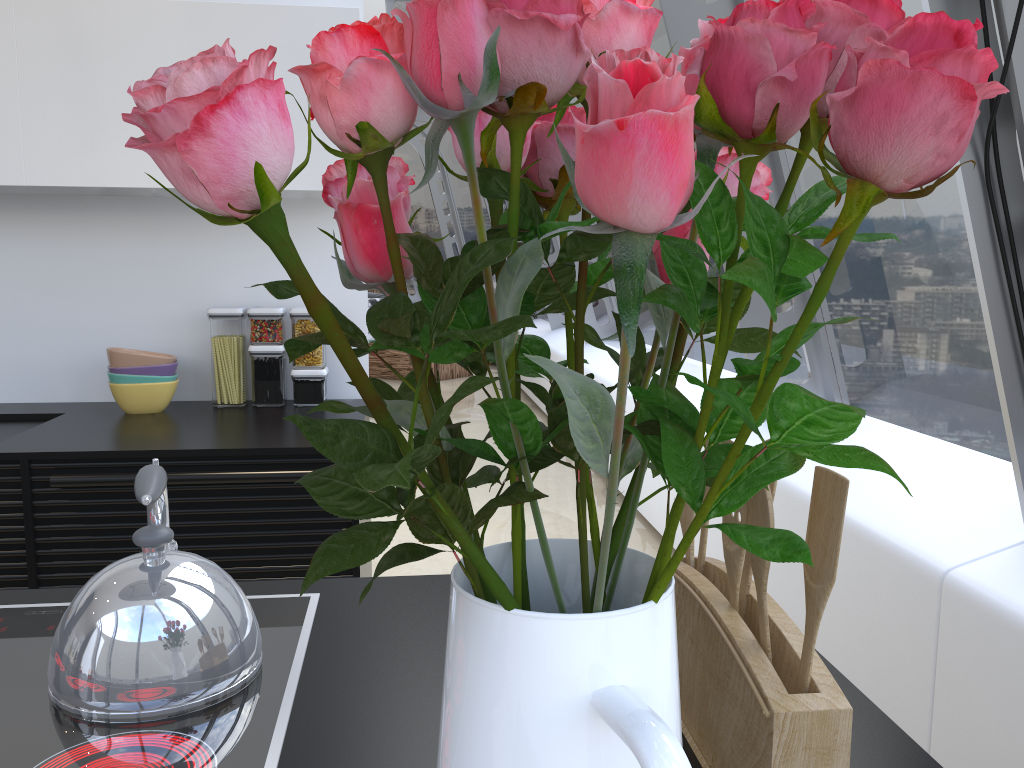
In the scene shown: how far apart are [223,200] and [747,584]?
0.7 meters

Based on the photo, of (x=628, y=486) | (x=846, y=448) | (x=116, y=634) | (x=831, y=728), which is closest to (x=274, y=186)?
(x=846, y=448)

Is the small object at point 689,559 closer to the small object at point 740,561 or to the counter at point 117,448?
the small object at point 740,561

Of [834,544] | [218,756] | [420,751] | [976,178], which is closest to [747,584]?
[834,544]

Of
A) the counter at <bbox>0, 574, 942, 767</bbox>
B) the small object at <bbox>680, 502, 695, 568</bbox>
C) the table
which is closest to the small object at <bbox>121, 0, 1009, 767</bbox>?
the counter at <bbox>0, 574, 942, 767</bbox>

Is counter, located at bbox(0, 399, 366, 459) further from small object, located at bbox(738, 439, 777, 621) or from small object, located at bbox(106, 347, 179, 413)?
small object, located at bbox(738, 439, 777, 621)

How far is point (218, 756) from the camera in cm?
81

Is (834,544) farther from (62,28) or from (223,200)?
(62,28)

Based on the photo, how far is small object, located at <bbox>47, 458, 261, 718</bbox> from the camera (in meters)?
0.88

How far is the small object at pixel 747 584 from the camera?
0.8 meters
